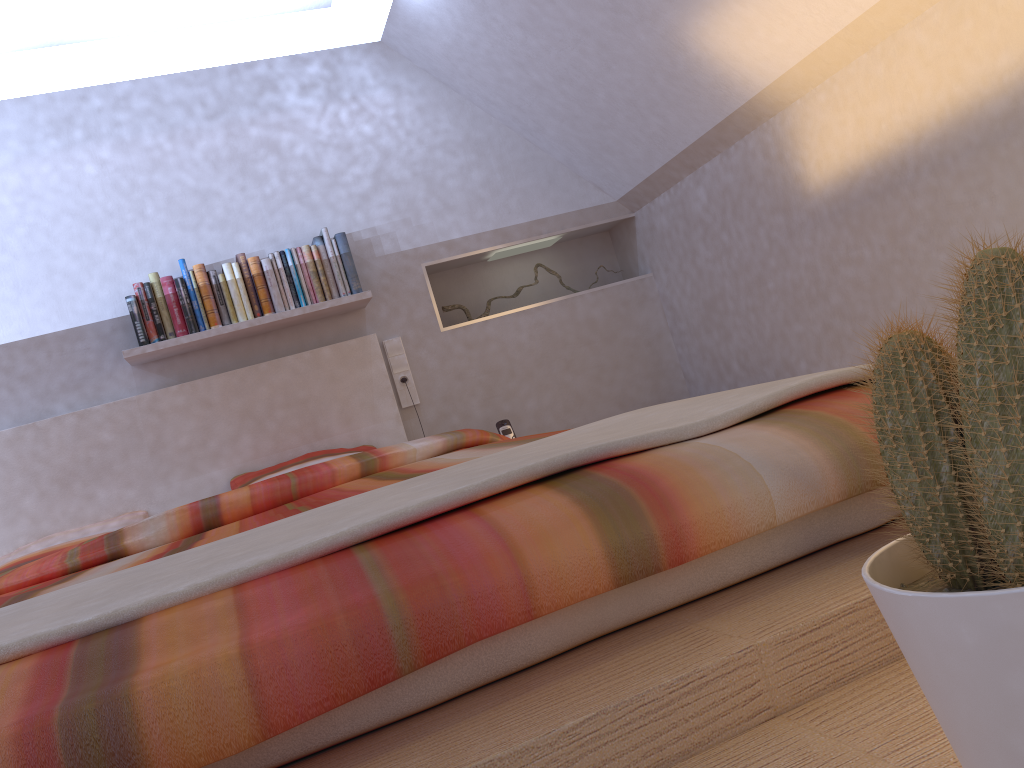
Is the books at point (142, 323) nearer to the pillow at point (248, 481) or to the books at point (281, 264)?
the books at point (281, 264)

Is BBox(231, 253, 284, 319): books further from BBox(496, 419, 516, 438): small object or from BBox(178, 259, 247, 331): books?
BBox(496, 419, 516, 438): small object

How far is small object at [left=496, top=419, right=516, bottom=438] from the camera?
3.5 meters

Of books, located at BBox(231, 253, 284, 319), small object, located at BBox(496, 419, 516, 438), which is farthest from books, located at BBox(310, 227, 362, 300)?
small object, located at BBox(496, 419, 516, 438)

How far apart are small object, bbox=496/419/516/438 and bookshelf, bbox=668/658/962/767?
2.9m

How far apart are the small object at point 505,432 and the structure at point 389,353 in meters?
0.4

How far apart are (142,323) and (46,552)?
0.8m

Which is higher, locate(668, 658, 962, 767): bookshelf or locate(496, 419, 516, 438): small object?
locate(496, 419, 516, 438): small object

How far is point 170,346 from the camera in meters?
3.2

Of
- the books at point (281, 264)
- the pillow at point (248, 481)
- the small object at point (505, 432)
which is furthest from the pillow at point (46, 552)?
the small object at point (505, 432)
